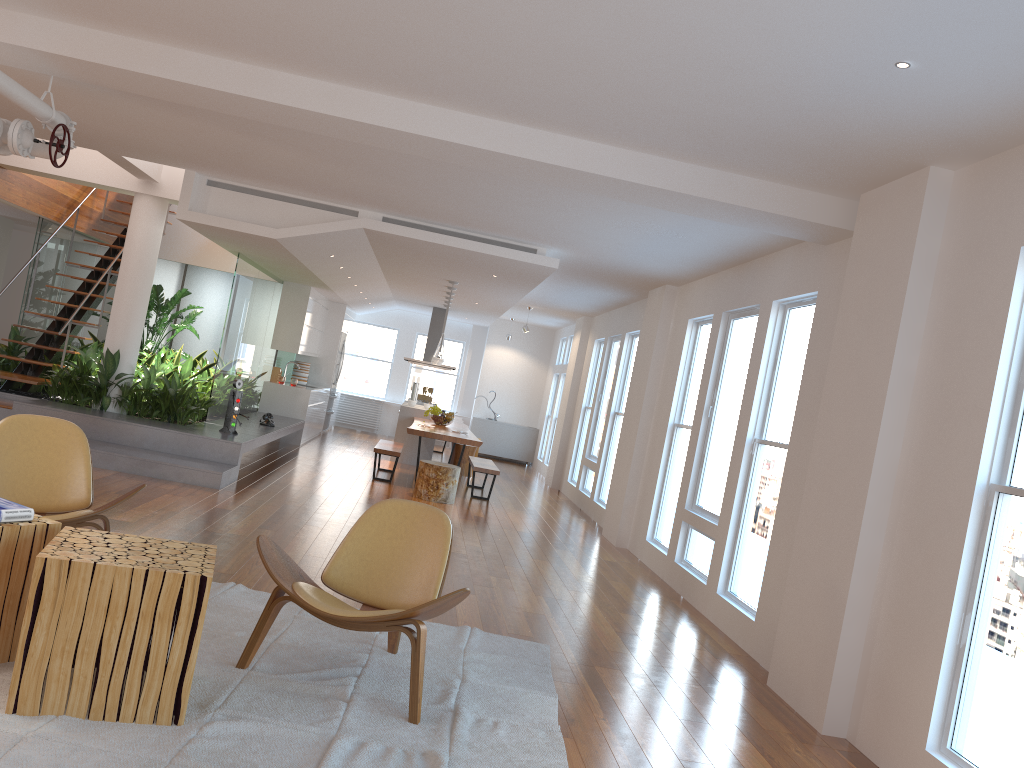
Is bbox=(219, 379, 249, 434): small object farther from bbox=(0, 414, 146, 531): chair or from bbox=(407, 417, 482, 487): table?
bbox=(0, 414, 146, 531): chair

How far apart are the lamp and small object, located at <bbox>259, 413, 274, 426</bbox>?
2.1m

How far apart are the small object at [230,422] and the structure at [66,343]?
1.84m

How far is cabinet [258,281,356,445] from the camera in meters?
12.6 m

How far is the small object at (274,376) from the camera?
13.06m

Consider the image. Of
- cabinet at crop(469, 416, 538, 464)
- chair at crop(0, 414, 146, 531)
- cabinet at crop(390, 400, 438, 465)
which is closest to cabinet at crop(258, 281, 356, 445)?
cabinet at crop(390, 400, 438, 465)

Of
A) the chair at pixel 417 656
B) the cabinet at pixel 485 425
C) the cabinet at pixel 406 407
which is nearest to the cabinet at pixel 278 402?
the cabinet at pixel 406 407

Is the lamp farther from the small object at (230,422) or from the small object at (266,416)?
the small object at (230,422)

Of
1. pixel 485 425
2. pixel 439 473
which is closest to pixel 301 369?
pixel 485 425

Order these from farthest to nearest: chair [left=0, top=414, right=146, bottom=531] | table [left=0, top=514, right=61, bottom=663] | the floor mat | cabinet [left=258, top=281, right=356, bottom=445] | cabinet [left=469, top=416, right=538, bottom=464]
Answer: cabinet [left=469, top=416, right=538, bottom=464]
cabinet [left=258, top=281, right=356, bottom=445]
chair [left=0, top=414, right=146, bottom=531]
table [left=0, top=514, right=61, bottom=663]
the floor mat
